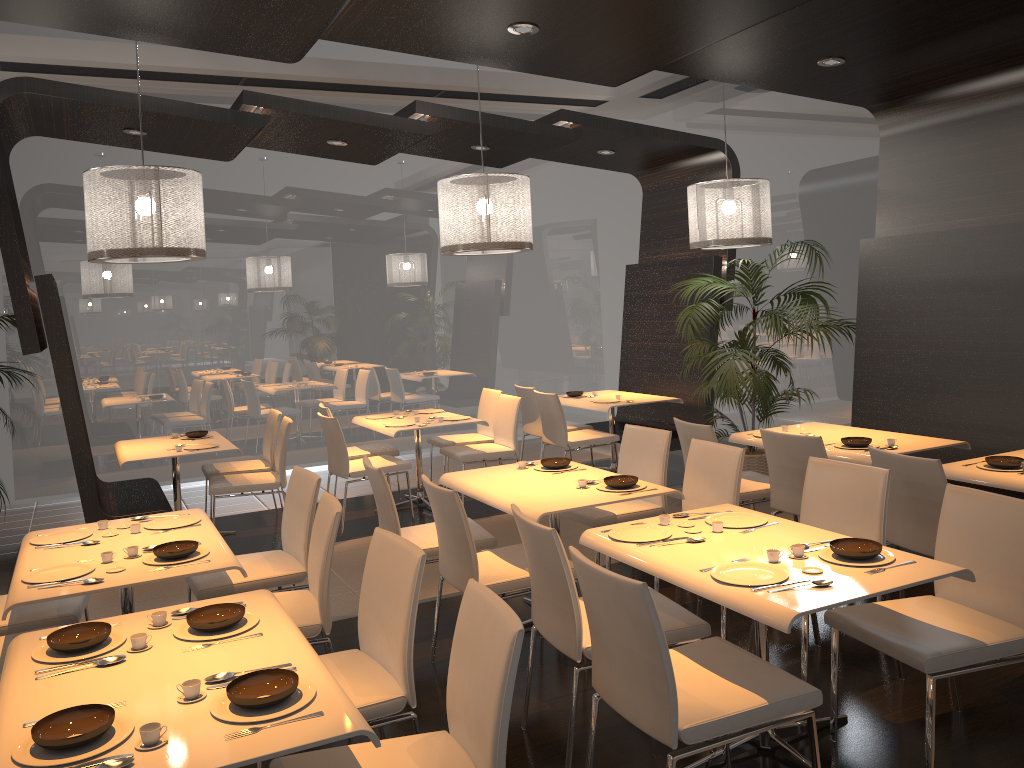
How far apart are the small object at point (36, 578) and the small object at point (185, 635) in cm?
64

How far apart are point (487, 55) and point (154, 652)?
3.54m

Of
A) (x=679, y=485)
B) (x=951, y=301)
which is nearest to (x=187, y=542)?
(x=951, y=301)

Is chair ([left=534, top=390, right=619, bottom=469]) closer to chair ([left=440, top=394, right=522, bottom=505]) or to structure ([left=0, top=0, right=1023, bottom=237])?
chair ([left=440, top=394, right=522, bottom=505])

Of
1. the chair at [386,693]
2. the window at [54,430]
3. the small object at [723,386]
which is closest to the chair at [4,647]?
the chair at [386,693]

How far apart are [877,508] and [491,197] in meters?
3.1 m

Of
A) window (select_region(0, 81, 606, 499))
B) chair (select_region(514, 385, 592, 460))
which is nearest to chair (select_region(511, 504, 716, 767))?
chair (select_region(514, 385, 592, 460))

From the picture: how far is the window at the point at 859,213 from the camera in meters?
8.0 m

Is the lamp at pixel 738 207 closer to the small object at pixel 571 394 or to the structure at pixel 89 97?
the structure at pixel 89 97

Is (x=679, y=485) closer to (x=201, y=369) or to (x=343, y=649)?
(x=343, y=649)
